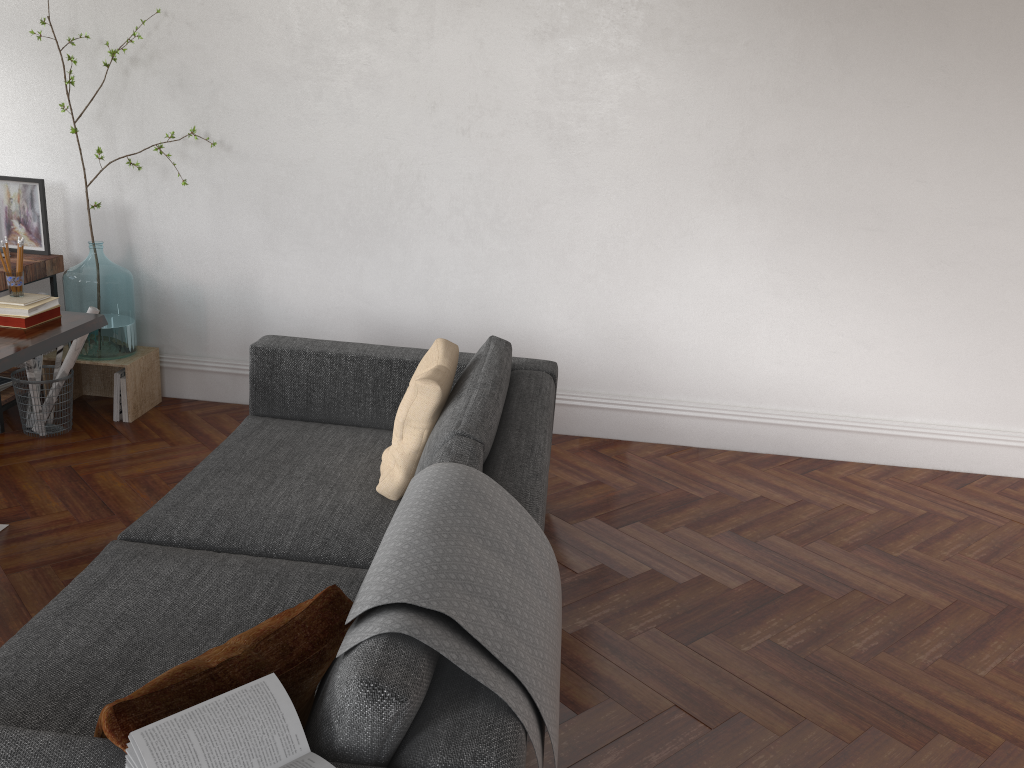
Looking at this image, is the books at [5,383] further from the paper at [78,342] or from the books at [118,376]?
the books at [118,376]

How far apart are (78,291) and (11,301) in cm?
110

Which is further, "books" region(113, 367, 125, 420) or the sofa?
"books" region(113, 367, 125, 420)

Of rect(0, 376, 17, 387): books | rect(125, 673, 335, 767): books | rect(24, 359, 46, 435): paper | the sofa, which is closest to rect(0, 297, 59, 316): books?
the sofa

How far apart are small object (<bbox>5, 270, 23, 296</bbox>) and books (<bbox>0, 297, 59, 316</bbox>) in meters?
0.1

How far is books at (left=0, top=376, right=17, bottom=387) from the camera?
4.30m

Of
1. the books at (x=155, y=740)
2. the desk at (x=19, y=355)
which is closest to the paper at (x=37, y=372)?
the desk at (x=19, y=355)

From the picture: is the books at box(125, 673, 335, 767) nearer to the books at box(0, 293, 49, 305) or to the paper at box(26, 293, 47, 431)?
the books at box(0, 293, 49, 305)

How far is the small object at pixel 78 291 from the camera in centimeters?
422cm

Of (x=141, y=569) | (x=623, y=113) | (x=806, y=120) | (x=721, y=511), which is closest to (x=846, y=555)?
(x=721, y=511)
